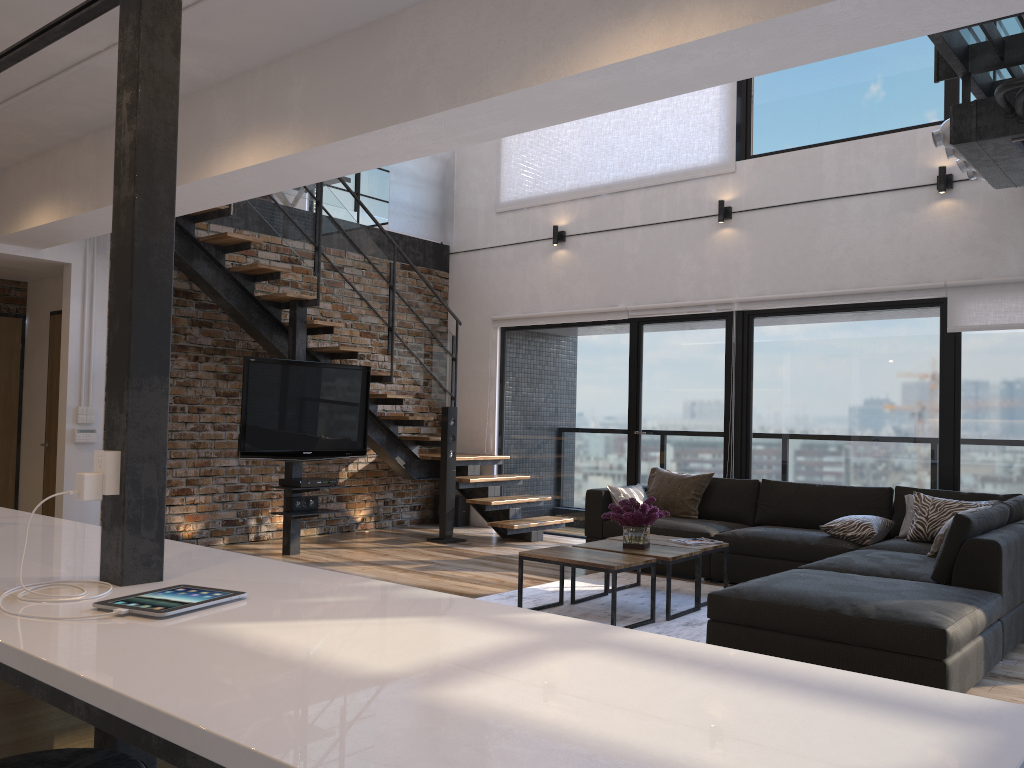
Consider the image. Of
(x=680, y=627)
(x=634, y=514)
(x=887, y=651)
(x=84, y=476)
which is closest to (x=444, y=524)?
(x=634, y=514)

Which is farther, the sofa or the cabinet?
the sofa

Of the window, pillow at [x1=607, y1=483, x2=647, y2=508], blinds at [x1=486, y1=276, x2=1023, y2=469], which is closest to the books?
pillow at [x1=607, y1=483, x2=647, y2=508]

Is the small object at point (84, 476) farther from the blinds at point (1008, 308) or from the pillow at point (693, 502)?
the blinds at point (1008, 308)

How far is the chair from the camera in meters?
1.6 m

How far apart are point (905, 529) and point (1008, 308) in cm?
173

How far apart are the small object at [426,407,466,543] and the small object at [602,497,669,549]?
2.8m

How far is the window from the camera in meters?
6.3

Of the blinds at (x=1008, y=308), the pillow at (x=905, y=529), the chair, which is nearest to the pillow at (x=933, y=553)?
the pillow at (x=905, y=529)

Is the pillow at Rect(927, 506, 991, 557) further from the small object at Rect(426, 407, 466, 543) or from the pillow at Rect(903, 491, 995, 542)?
the small object at Rect(426, 407, 466, 543)
